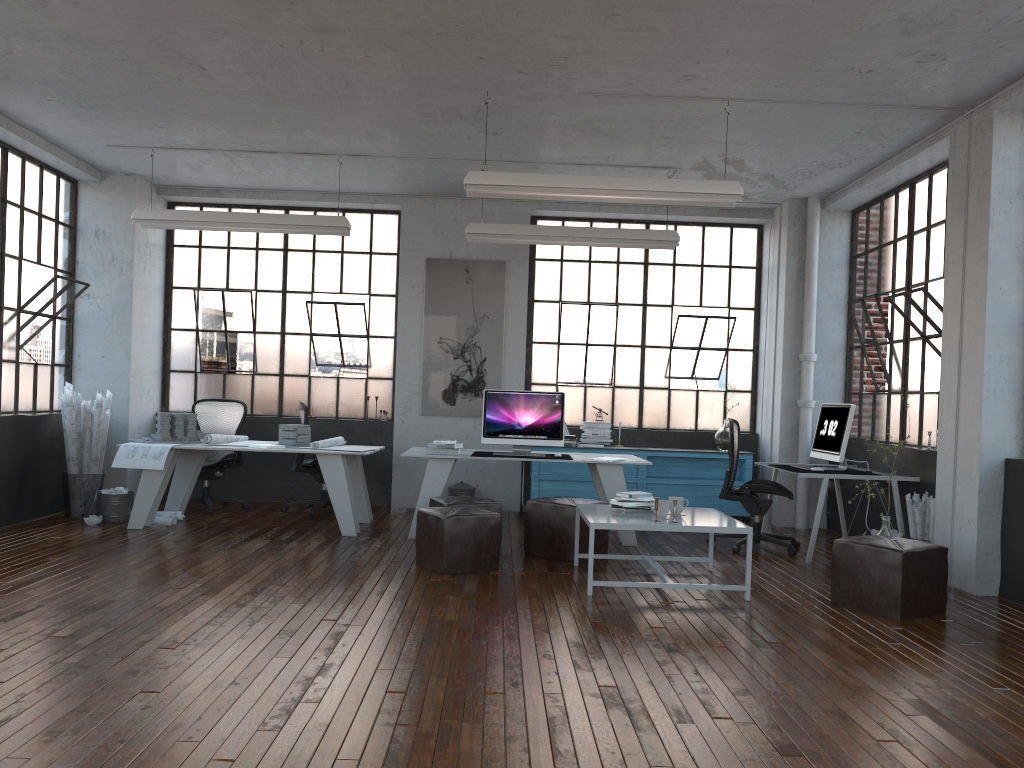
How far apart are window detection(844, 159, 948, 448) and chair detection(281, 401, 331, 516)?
5.2m

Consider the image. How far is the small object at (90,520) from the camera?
7.36m

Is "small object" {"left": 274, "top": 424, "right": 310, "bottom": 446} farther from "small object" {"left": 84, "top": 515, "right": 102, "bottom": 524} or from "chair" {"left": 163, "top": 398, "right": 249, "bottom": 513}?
"small object" {"left": 84, "top": 515, "right": 102, "bottom": 524}

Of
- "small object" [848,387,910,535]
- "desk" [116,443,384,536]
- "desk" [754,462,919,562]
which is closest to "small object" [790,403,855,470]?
"desk" [754,462,919,562]

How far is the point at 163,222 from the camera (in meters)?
7.69

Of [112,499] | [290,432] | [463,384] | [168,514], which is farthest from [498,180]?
[112,499]

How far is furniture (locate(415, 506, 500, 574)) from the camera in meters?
5.8 m

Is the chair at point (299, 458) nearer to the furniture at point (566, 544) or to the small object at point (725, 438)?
the furniture at point (566, 544)

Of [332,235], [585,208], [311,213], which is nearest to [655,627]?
[332,235]

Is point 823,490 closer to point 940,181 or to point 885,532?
point 885,532
